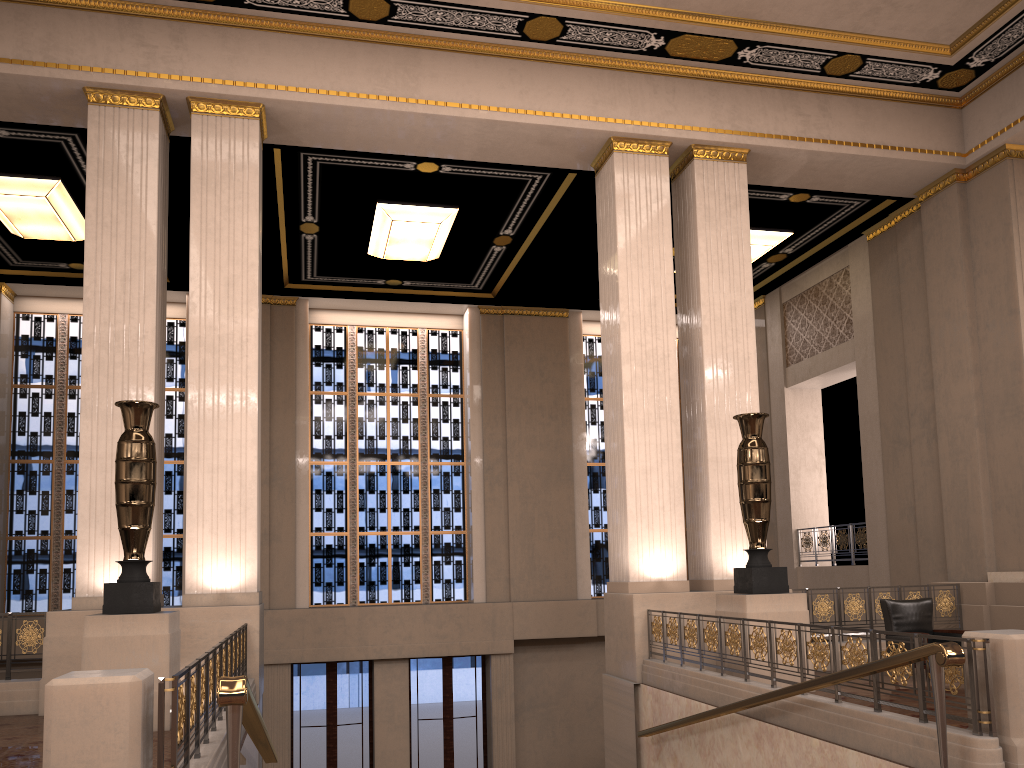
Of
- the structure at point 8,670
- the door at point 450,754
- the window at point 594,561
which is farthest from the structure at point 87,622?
the window at point 594,561

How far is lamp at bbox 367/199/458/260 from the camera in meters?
12.9

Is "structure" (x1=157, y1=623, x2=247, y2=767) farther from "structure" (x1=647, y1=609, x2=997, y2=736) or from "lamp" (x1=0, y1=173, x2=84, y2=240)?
"lamp" (x1=0, y1=173, x2=84, y2=240)

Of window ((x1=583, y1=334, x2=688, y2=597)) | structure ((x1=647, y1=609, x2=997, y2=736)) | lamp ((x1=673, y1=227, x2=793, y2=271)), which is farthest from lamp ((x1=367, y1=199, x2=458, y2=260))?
structure ((x1=647, y1=609, x2=997, y2=736))

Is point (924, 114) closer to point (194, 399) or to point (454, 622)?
point (194, 399)

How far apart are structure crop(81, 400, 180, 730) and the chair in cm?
712

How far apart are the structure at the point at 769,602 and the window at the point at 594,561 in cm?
844

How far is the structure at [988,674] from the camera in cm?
479

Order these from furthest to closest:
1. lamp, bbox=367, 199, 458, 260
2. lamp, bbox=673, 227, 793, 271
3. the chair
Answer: lamp, bbox=673, 227, 793, 271 → lamp, bbox=367, 199, 458, 260 → the chair

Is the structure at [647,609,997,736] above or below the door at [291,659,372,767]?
above
